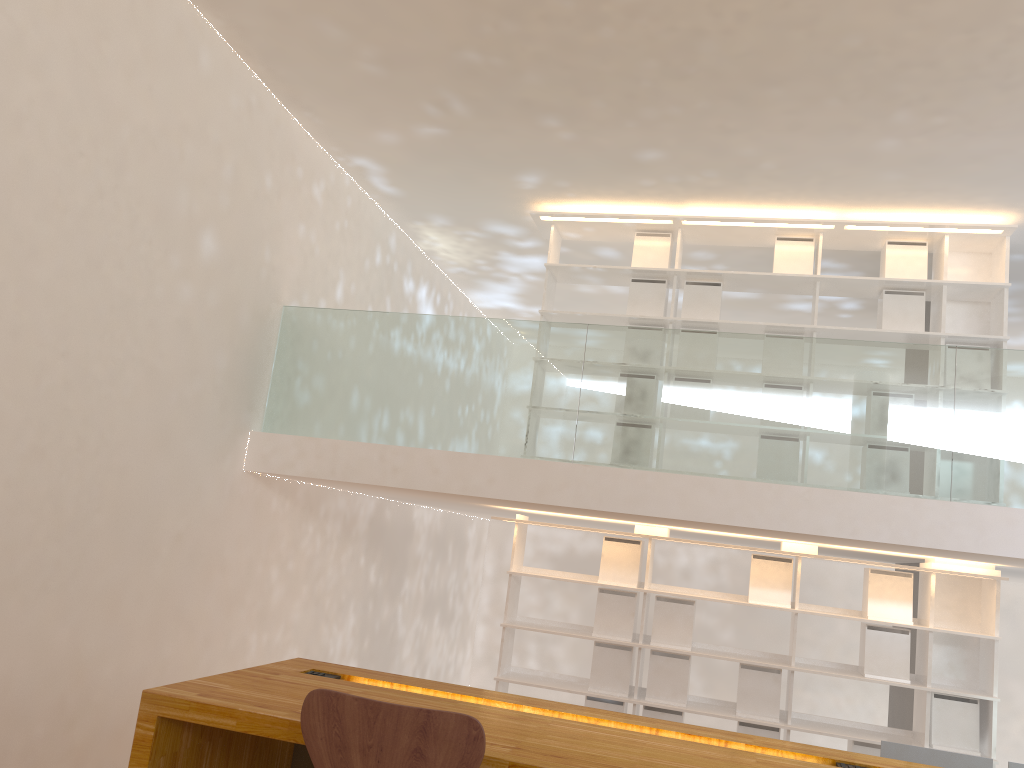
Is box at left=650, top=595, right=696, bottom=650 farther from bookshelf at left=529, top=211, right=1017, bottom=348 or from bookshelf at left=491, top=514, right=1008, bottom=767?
bookshelf at left=529, top=211, right=1017, bottom=348

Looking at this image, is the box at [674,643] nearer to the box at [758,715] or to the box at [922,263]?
the box at [758,715]

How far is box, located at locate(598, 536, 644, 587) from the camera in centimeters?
559cm

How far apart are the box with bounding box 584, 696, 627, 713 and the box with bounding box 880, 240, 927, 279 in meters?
3.2

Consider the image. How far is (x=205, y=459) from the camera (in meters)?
4.60

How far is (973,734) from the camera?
5.0 meters

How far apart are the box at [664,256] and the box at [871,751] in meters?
3.1 m

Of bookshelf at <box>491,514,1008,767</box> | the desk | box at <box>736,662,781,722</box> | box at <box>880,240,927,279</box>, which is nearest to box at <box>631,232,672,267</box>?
box at <box>880,240,927,279</box>

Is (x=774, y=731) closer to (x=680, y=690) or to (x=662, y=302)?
(x=680, y=690)

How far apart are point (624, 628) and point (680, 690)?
0.49m
